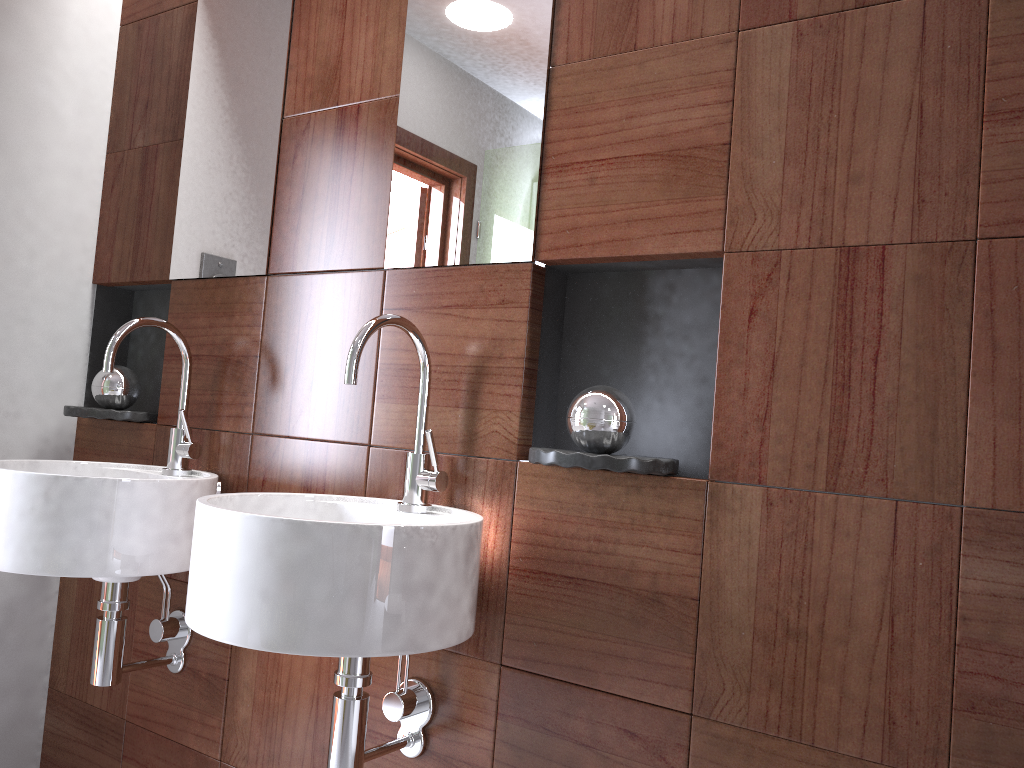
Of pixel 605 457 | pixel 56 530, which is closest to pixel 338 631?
pixel 605 457

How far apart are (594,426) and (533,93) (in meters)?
0.57

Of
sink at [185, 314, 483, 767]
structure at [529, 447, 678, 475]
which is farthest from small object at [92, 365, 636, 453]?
sink at [185, 314, 483, 767]

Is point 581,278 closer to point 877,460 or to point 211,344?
point 877,460

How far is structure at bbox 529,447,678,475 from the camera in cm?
121

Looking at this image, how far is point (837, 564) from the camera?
1.1 meters

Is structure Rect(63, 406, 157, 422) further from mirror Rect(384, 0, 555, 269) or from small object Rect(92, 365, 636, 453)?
mirror Rect(384, 0, 555, 269)

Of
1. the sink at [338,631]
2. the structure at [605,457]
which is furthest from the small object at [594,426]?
the sink at [338,631]

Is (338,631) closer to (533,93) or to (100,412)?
(533,93)

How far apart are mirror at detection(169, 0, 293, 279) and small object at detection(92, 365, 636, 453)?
0.25m
